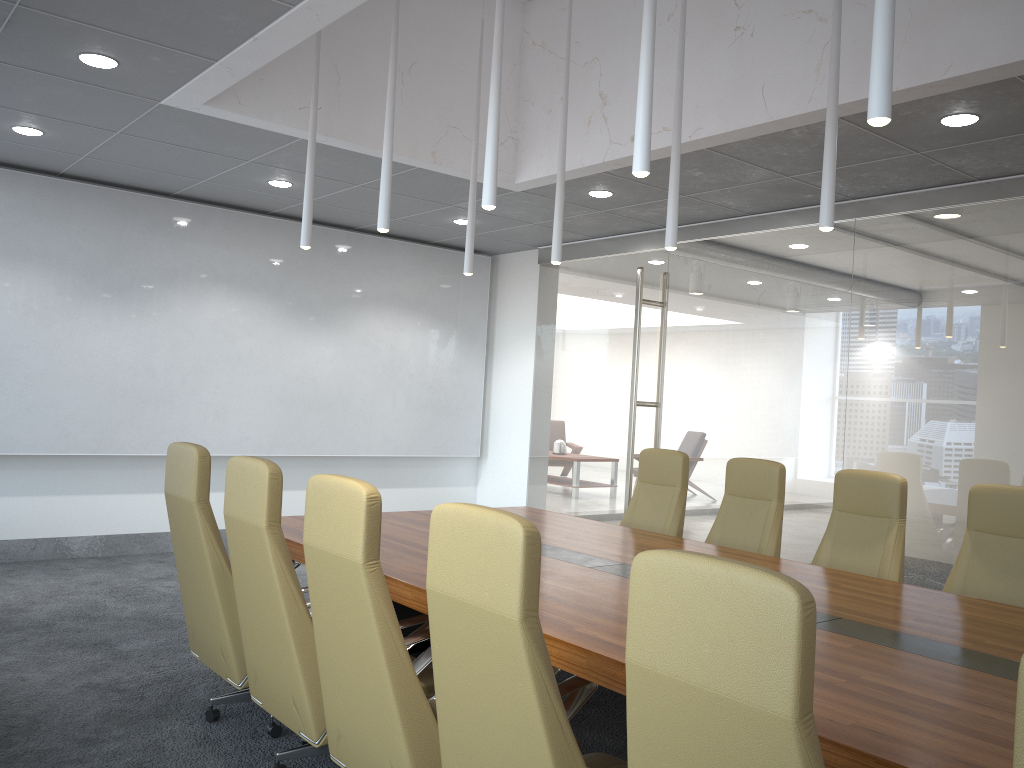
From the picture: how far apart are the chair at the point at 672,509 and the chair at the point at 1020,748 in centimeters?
491cm

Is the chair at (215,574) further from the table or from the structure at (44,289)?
the structure at (44,289)

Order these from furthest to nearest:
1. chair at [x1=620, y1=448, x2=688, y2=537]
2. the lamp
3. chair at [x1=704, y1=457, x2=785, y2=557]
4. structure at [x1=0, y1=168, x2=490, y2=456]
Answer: structure at [x1=0, y1=168, x2=490, y2=456] → chair at [x1=620, y1=448, x2=688, y2=537] → chair at [x1=704, y1=457, x2=785, y2=557] → the lamp

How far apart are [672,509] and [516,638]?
4.2 meters

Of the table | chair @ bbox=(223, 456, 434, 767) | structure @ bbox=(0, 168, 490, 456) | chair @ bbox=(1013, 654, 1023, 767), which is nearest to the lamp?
chair @ bbox=(223, 456, 434, 767)

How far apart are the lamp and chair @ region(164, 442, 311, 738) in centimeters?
164cm

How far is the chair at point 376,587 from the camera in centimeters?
292cm

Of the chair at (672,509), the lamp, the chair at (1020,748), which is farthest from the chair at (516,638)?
the chair at (672,509)

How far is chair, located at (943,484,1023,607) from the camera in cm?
453

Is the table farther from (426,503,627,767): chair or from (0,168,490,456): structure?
(0,168,490,456): structure
